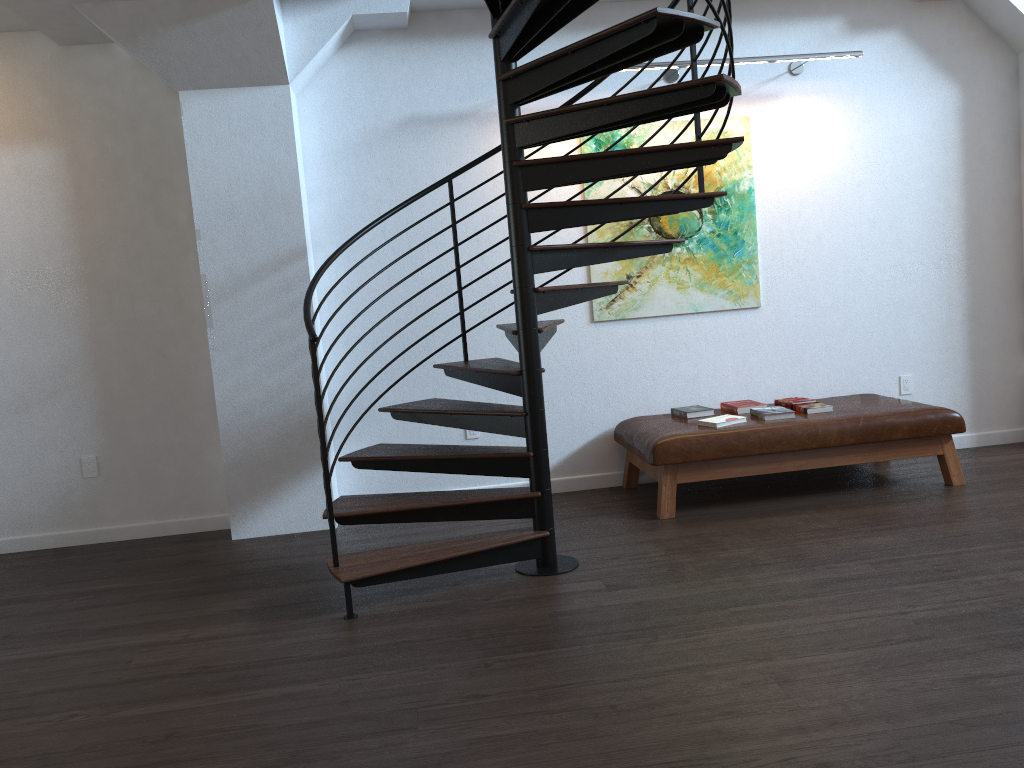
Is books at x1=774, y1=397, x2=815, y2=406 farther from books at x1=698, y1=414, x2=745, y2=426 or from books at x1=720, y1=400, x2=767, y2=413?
books at x1=698, y1=414, x2=745, y2=426

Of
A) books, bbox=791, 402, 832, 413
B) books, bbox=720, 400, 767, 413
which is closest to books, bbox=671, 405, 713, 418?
books, bbox=720, 400, 767, 413

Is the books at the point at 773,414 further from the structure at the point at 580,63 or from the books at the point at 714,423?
the structure at the point at 580,63

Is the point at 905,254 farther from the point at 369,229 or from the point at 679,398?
the point at 369,229

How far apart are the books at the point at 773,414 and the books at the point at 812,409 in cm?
14

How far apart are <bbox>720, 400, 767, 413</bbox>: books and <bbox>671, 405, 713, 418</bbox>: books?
0.1m

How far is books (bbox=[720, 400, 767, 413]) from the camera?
5.3m

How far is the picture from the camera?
5.52m

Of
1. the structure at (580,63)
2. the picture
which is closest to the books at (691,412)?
the picture

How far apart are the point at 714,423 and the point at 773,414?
0.4m
